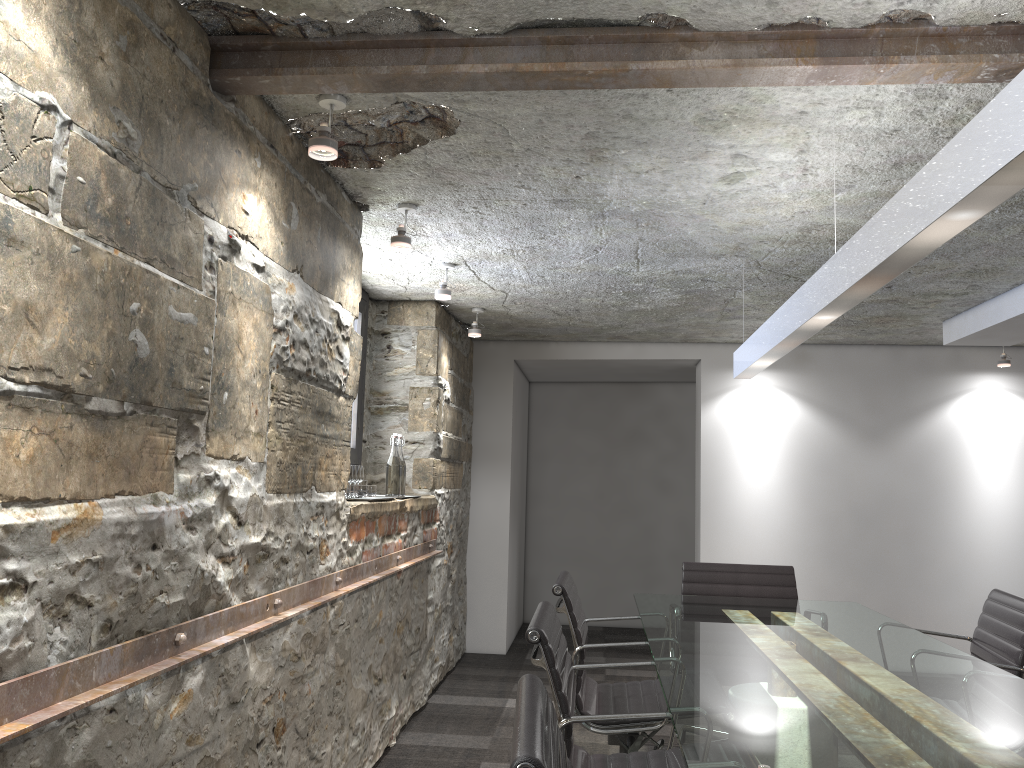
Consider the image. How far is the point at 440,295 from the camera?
4.01m

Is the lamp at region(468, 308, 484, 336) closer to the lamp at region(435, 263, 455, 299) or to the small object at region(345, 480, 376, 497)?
the lamp at region(435, 263, 455, 299)

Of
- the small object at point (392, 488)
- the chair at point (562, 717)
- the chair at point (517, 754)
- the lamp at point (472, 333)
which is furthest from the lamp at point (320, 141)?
the lamp at point (472, 333)

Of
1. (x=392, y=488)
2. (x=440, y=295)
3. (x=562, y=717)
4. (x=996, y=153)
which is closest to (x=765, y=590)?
(x=392, y=488)

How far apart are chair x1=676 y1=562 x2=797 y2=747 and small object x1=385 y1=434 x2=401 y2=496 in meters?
1.4

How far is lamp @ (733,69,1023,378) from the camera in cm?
129

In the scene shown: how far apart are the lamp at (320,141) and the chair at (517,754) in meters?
1.4 m

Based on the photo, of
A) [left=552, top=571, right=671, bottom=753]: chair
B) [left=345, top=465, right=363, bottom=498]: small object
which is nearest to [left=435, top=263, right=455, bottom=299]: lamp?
[left=345, top=465, right=363, bottom=498]: small object

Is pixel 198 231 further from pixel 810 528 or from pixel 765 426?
pixel 810 528

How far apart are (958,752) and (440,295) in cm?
289
